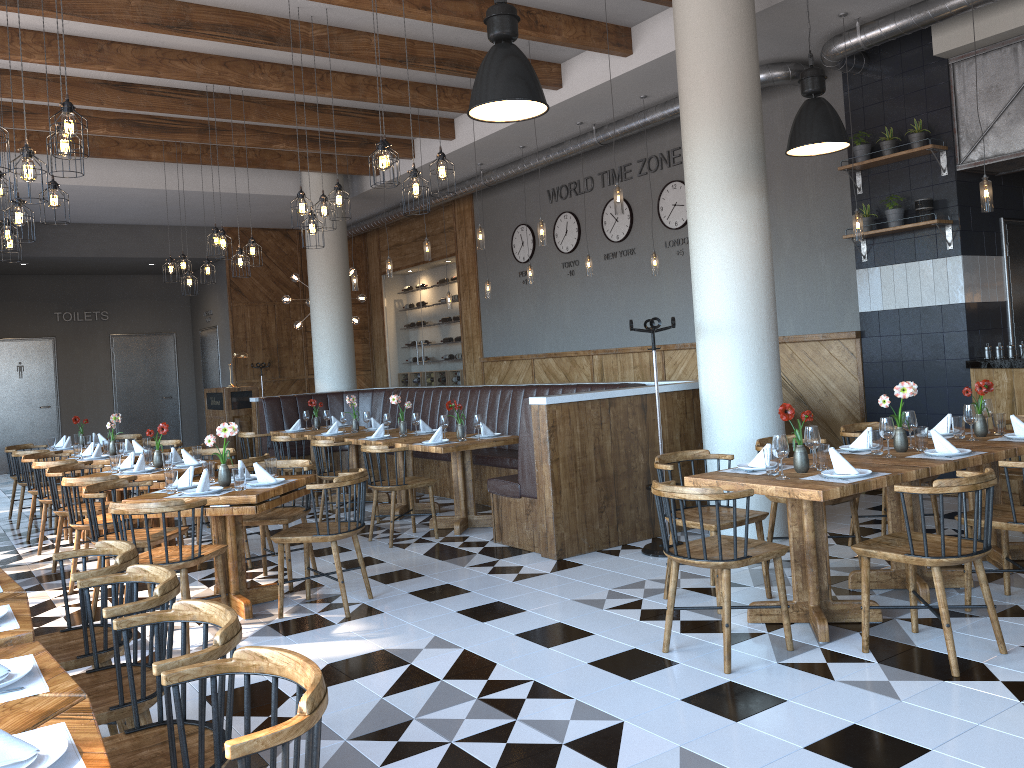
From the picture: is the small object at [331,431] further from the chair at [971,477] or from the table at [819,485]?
the chair at [971,477]

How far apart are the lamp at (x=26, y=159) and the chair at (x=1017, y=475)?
6.1 meters

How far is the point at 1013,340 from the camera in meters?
7.8 m

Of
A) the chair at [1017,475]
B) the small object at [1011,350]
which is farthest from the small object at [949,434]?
the small object at [1011,350]

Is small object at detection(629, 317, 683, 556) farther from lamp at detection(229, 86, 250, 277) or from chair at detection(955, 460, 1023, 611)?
lamp at detection(229, 86, 250, 277)

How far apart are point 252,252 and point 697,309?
5.0 meters

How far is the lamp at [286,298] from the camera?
14.0m

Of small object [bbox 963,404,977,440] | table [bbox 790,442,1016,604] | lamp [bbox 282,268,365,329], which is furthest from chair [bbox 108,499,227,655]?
lamp [bbox 282,268,365,329]

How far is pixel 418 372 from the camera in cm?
1563

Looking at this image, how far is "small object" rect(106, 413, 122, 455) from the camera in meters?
8.5
